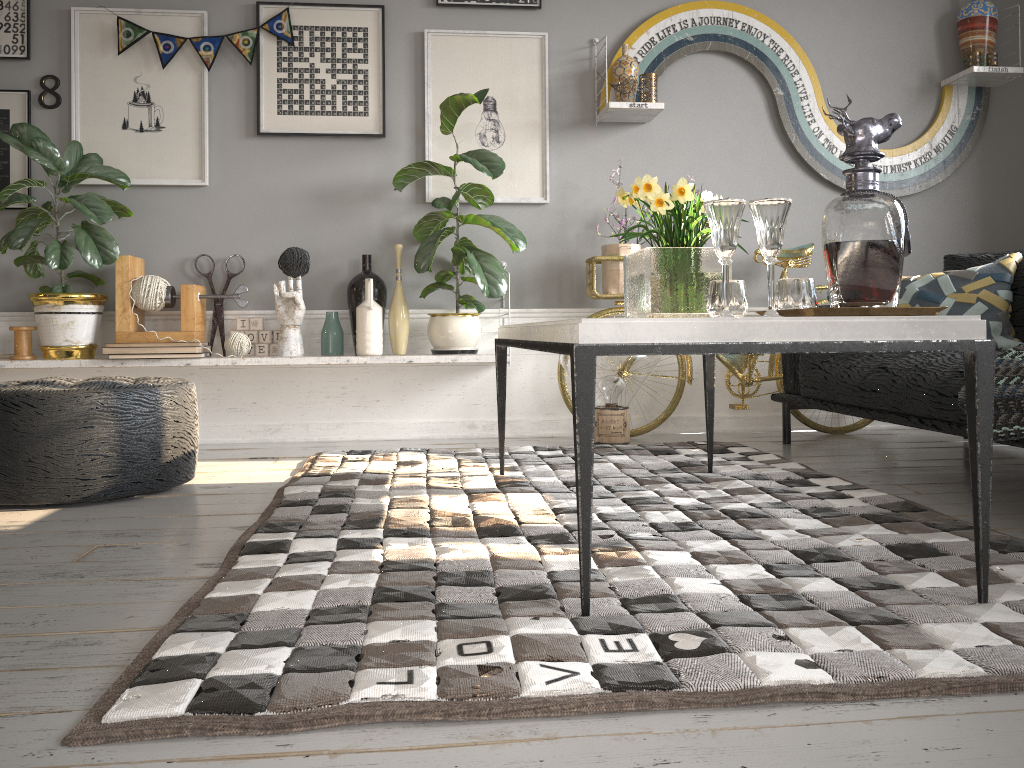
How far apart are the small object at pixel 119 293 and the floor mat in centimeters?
75cm

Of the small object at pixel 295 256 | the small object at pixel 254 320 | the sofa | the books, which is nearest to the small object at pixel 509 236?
the small object at pixel 295 256

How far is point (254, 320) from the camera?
3.9 meters

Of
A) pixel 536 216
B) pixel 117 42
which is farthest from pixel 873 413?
pixel 117 42

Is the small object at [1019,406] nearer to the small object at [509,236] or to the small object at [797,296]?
the small object at [797,296]

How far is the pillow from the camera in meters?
3.0

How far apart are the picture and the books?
0.8 meters

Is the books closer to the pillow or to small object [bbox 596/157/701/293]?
small object [bbox 596/157/701/293]

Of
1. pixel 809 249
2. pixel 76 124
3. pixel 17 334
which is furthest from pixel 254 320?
pixel 809 249

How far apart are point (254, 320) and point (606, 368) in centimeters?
158cm
